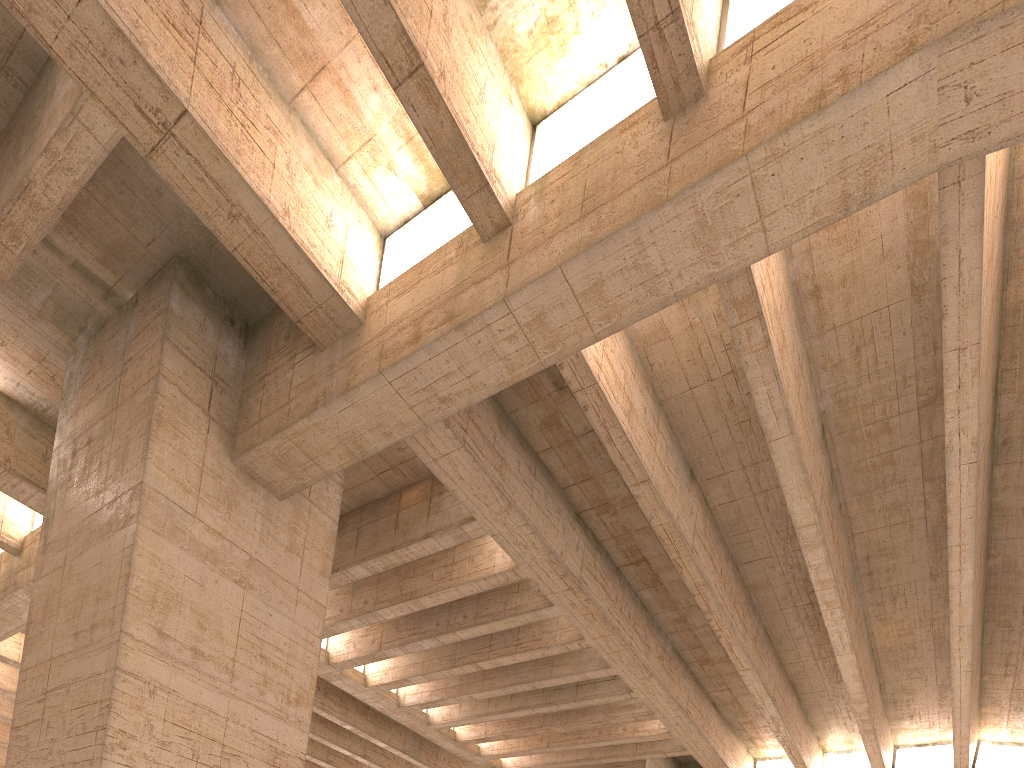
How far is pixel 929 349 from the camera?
11.6 meters

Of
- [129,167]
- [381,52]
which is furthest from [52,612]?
[381,52]
